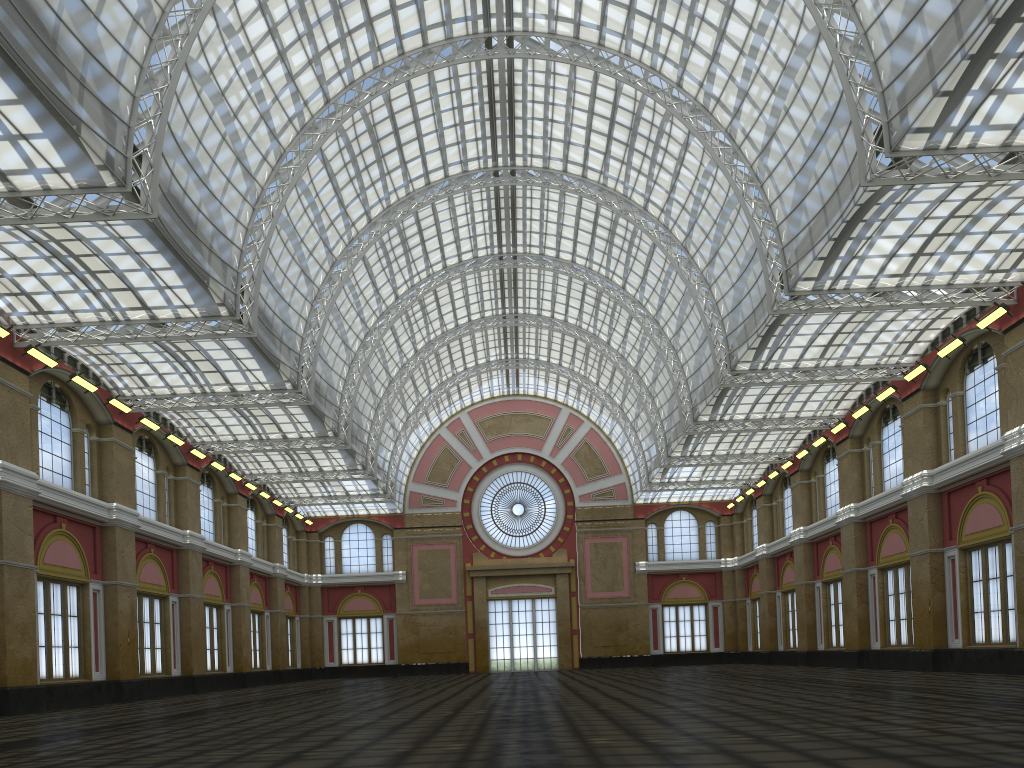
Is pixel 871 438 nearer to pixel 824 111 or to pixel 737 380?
pixel 737 380
